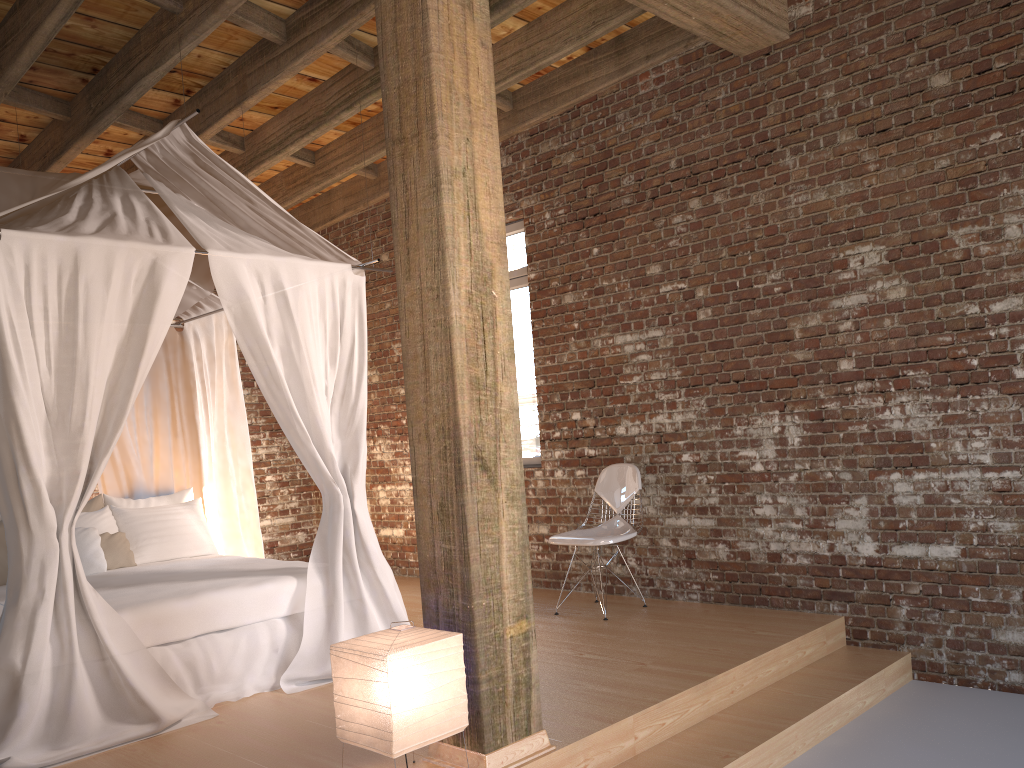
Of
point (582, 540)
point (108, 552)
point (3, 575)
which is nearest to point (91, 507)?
point (108, 552)

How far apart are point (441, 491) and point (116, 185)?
2.7 meters

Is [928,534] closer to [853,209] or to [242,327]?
[853,209]

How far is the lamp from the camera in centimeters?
267cm

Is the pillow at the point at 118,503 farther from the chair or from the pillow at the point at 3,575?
the chair

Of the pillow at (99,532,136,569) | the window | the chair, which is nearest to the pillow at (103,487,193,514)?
the pillow at (99,532,136,569)

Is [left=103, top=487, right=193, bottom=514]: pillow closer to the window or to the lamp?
the window

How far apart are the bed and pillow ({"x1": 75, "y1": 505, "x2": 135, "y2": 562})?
0.2m

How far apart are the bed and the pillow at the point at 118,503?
0.05m

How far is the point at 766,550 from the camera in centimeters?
503cm
